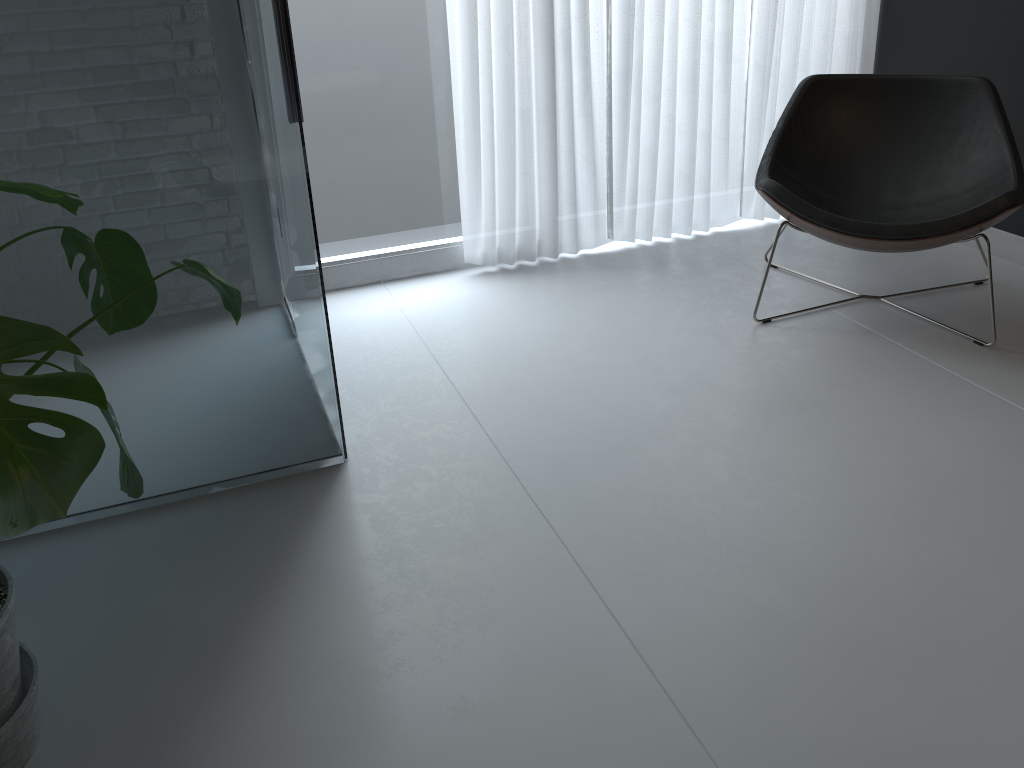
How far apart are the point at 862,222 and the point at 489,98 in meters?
1.3 m

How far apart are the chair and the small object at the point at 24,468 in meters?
1.7 m

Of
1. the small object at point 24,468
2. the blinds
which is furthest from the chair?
the small object at point 24,468

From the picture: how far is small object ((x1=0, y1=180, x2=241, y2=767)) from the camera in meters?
0.9 m

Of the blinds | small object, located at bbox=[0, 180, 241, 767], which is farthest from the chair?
small object, located at bbox=[0, 180, 241, 767]

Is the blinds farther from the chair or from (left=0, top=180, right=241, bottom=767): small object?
(left=0, top=180, right=241, bottom=767): small object

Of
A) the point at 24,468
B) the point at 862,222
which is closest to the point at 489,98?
the point at 862,222

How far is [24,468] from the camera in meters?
0.9 m

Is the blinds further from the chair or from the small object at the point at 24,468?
the small object at the point at 24,468

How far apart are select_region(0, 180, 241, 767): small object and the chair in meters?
1.7
